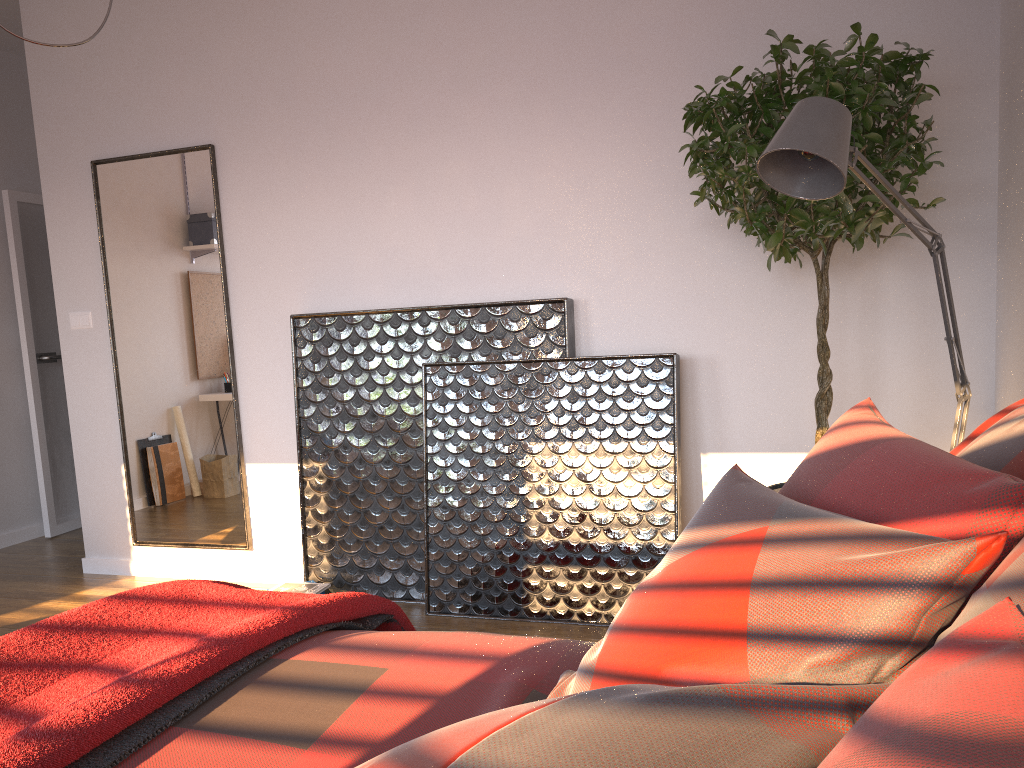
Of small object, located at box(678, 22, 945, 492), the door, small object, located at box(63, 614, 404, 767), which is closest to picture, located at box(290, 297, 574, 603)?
small object, located at box(678, 22, 945, 492)

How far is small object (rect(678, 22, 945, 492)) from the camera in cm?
258

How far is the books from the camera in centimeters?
366cm

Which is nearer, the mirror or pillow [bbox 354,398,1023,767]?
pillow [bbox 354,398,1023,767]

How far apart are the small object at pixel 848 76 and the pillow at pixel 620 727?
1.0 meters

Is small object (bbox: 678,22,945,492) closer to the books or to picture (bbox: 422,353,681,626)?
picture (bbox: 422,353,681,626)

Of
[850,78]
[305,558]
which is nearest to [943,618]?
[850,78]

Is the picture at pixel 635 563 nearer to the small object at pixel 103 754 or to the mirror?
the mirror

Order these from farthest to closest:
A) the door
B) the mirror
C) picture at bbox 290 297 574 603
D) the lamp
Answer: the door → the mirror → picture at bbox 290 297 574 603 → the lamp

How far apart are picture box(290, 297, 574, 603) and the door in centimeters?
237cm
